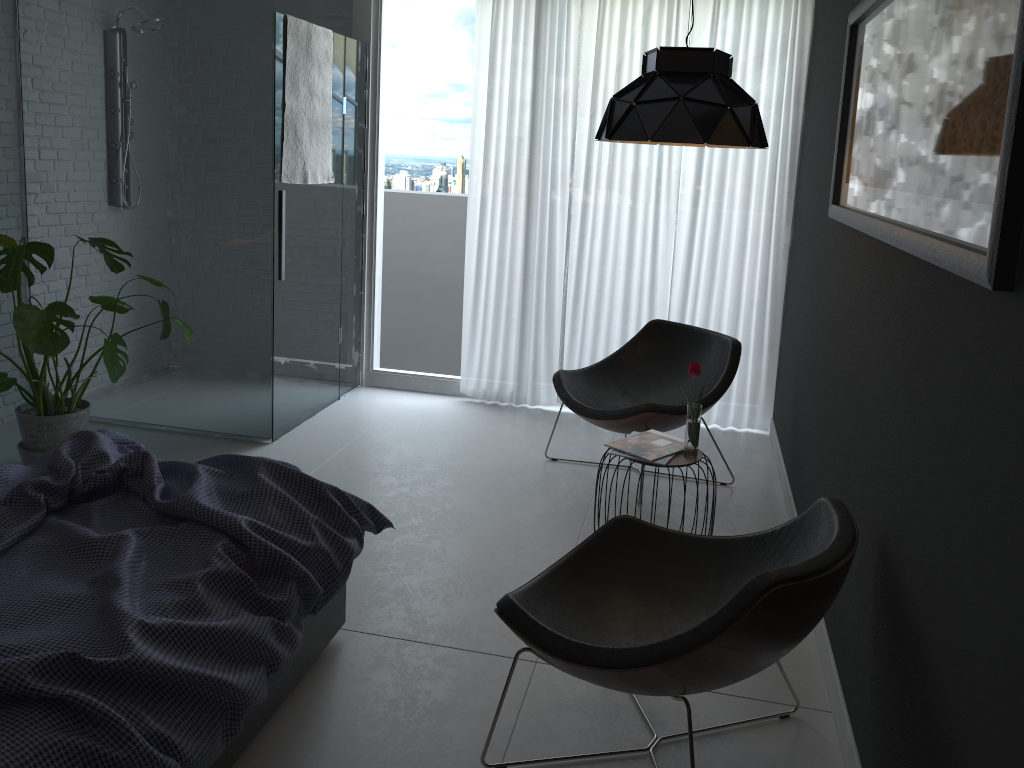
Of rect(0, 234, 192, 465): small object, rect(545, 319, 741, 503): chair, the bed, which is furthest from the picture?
rect(0, 234, 192, 465): small object

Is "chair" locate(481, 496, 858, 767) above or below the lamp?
below

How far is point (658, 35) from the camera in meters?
4.7 m

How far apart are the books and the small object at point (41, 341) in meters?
2.0 m

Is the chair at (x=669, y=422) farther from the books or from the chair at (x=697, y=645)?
the chair at (x=697, y=645)

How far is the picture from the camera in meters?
1.4 m

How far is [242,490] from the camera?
2.3m

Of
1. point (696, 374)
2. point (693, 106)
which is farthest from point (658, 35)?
point (696, 374)

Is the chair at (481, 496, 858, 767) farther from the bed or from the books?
the books

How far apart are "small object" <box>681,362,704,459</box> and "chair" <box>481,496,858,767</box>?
0.68m
